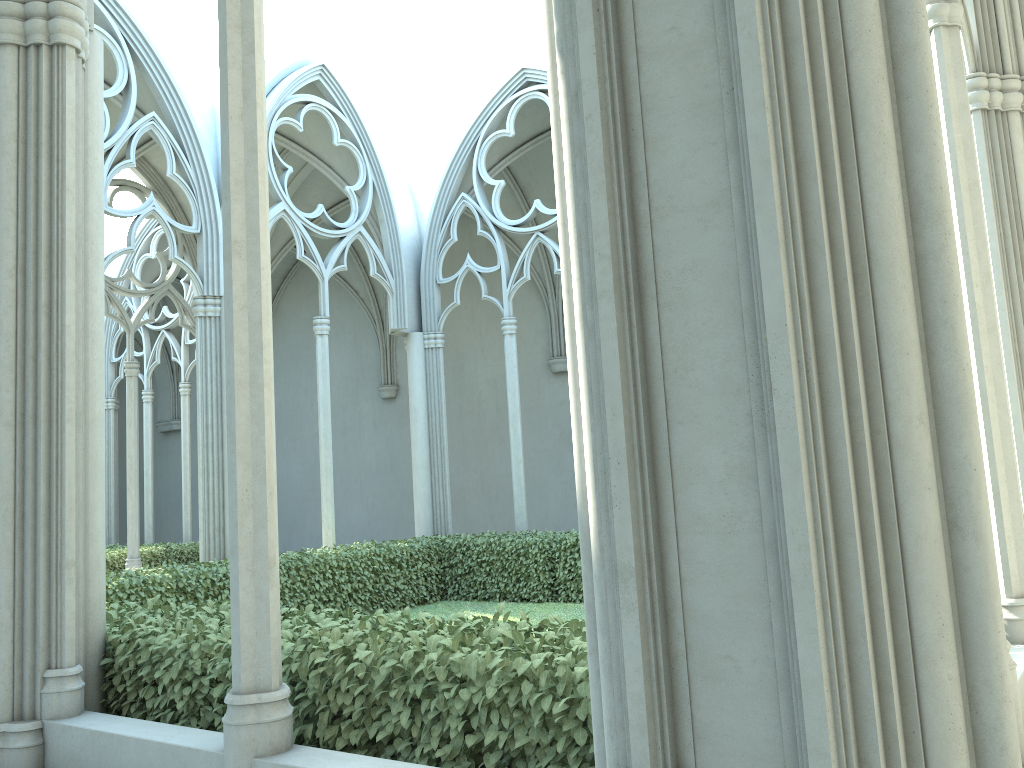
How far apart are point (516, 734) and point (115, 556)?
13.5 meters

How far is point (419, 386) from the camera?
13.76m

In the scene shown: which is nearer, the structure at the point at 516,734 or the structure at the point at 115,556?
the structure at the point at 516,734

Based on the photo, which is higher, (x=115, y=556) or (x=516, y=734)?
(x=115, y=556)

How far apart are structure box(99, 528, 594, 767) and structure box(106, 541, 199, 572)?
5.3 meters

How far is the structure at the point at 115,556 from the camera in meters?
14.7

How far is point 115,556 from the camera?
14.7 meters

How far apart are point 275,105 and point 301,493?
11.8 meters

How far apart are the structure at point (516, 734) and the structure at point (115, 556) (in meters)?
5.27
